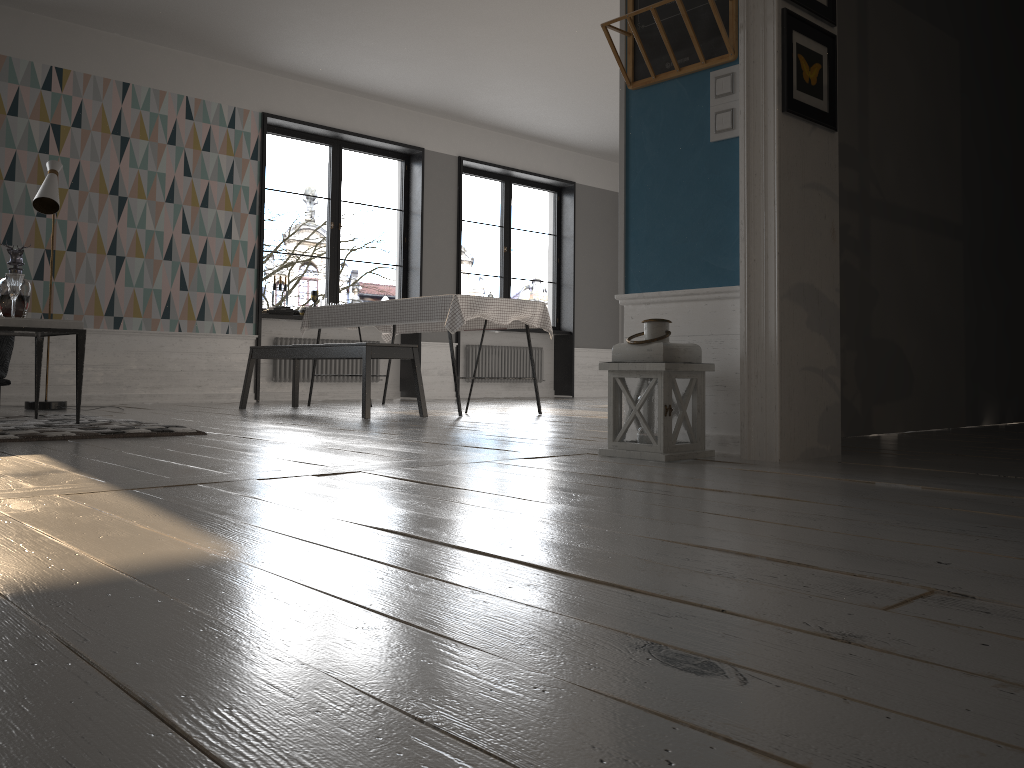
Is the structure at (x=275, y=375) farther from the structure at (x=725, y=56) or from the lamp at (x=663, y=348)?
the lamp at (x=663, y=348)

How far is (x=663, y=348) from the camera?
2.9m

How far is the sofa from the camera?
5.1 meters

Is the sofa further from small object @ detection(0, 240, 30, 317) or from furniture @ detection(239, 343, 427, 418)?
furniture @ detection(239, 343, 427, 418)

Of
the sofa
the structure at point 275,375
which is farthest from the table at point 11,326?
the structure at point 275,375

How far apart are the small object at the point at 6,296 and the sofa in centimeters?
80cm

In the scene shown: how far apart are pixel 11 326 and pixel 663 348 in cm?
294

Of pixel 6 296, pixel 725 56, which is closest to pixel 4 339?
pixel 6 296

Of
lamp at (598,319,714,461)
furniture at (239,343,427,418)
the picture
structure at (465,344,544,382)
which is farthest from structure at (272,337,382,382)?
the picture

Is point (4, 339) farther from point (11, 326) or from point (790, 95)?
point (790, 95)
